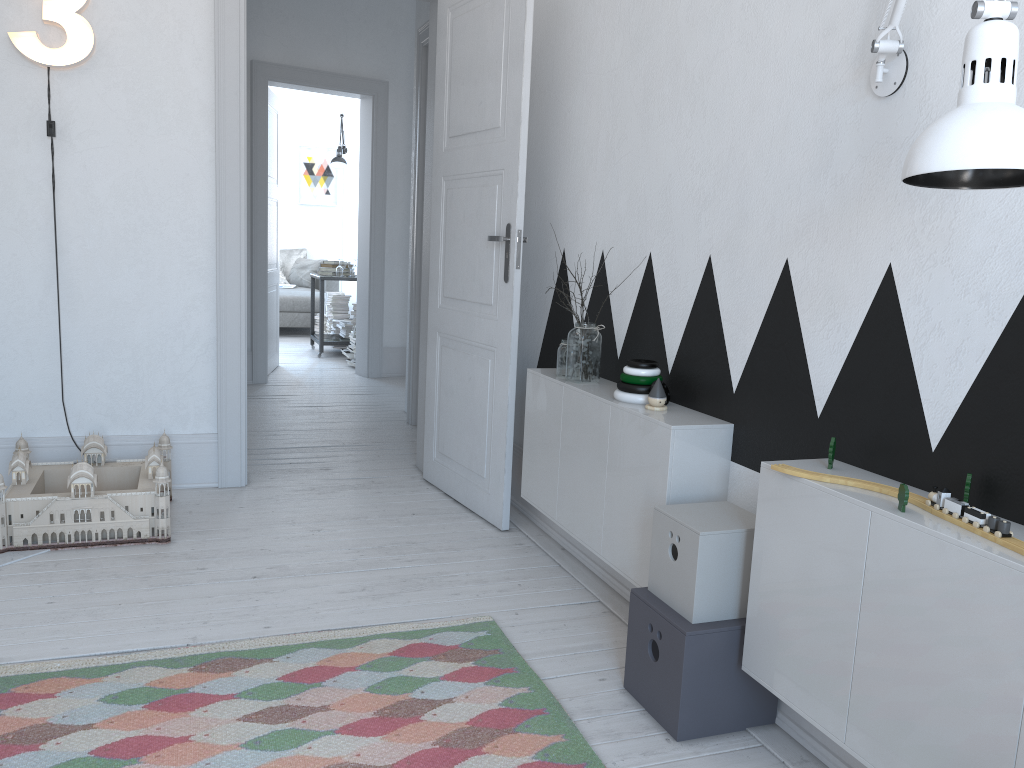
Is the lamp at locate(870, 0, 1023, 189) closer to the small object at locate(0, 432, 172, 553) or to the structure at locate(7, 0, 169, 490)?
the small object at locate(0, 432, 172, 553)

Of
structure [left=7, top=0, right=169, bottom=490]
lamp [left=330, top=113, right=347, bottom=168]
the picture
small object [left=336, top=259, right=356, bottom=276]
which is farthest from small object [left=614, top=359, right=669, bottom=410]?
the picture

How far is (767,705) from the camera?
2.0 meters

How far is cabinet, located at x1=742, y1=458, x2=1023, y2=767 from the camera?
1.3m

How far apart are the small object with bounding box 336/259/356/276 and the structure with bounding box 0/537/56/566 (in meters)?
5.23

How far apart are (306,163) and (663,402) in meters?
9.4

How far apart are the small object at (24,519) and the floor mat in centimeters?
84cm

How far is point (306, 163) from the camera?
10.8 meters

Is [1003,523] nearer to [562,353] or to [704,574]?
[704,574]

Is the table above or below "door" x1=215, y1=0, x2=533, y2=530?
below
